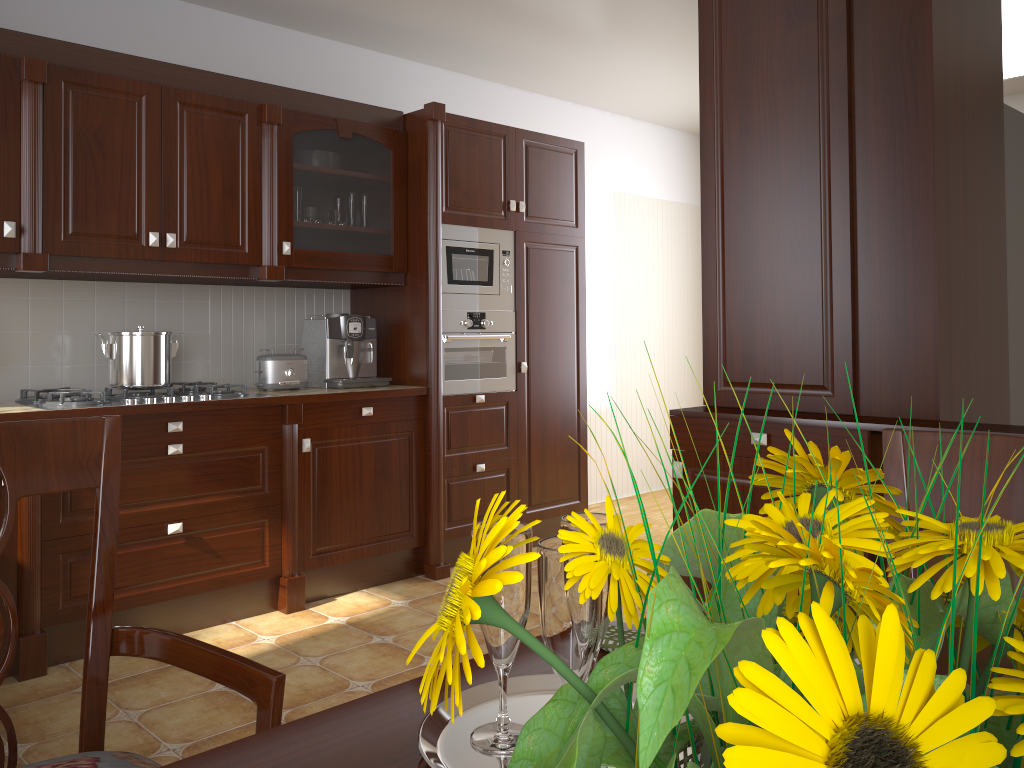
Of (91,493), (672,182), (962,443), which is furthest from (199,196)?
(672,182)

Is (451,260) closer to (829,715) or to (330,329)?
(330,329)

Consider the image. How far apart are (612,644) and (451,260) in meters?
3.2 m

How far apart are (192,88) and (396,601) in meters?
2.1

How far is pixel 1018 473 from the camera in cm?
83

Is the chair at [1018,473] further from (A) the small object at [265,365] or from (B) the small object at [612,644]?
(A) the small object at [265,365]

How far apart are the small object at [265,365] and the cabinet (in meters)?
0.39

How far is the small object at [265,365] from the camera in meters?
3.6 m

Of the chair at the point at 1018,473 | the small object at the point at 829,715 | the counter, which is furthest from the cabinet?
the small object at the point at 829,715

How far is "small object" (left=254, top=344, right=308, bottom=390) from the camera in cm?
358
